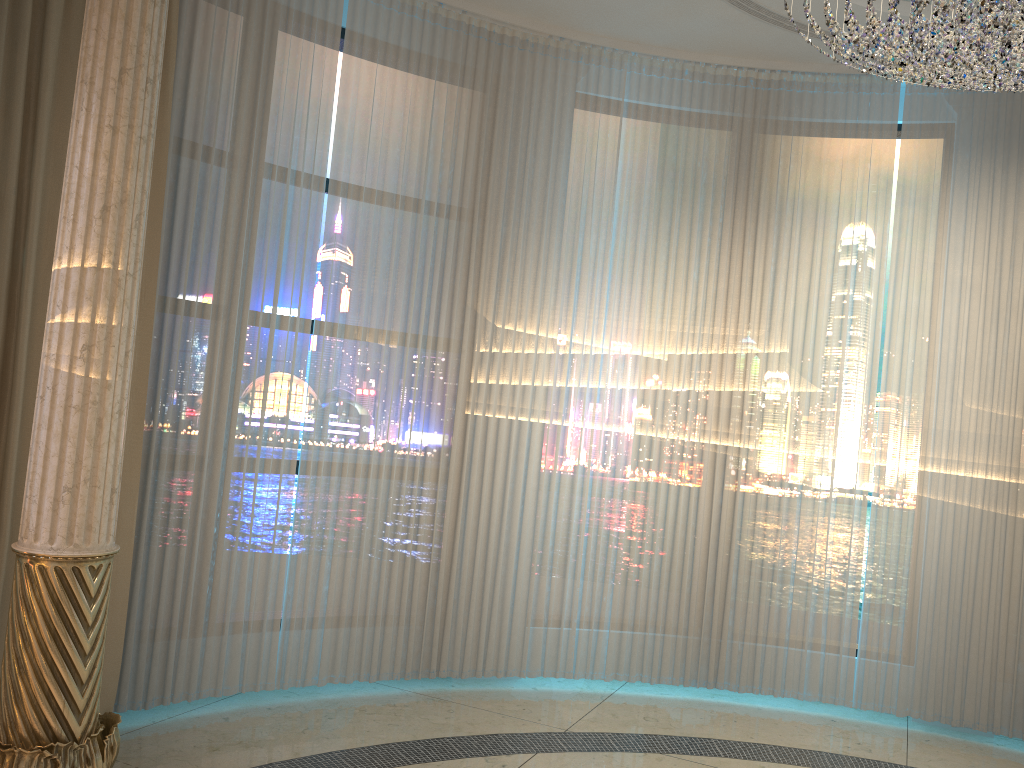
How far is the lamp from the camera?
2.7m

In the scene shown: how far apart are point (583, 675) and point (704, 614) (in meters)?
0.64

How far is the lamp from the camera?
2.7m

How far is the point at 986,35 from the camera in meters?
2.7
